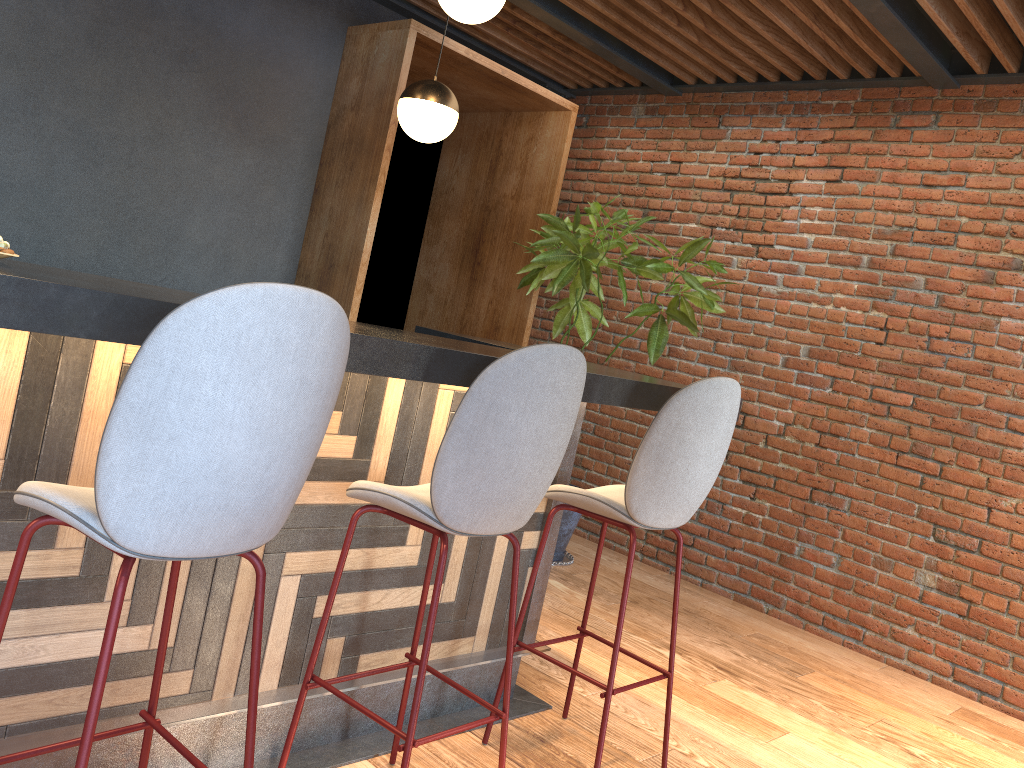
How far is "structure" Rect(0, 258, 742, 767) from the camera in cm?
176

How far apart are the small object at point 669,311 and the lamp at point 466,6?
1.6 meters

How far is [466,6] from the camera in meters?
3.1

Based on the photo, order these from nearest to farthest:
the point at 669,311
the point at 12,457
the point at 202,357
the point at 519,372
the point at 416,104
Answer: the point at 202,357 → the point at 12,457 → the point at 519,372 → the point at 416,104 → the point at 669,311

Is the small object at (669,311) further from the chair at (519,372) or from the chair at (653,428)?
the chair at (519,372)

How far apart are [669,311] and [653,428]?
2.28m

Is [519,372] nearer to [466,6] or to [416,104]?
[466,6]

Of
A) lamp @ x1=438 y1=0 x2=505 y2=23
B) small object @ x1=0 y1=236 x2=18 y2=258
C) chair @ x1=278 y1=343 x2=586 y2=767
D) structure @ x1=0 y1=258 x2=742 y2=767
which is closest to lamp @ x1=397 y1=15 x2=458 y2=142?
lamp @ x1=438 y1=0 x2=505 y2=23

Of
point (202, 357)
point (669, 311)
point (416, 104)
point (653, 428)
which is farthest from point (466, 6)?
point (202, 357)

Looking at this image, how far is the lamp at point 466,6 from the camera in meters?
3.1 m
